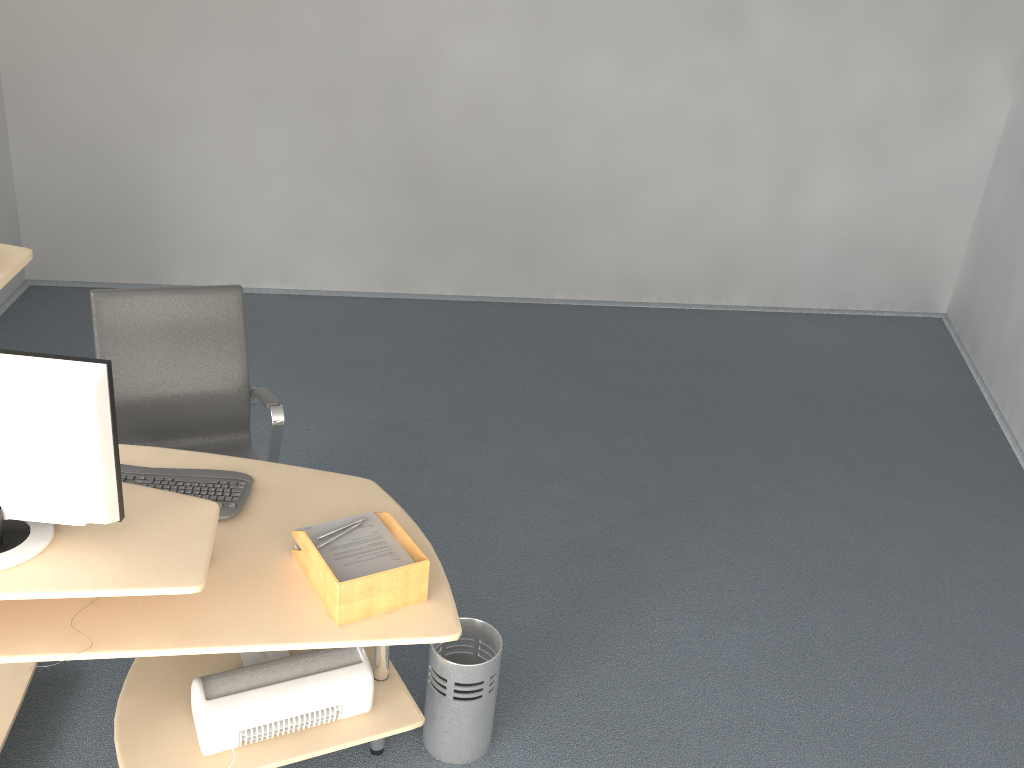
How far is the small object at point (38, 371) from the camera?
1.8 meters

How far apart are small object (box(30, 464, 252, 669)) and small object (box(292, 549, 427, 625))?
0.2 meters

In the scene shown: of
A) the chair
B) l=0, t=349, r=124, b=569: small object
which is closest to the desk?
l=0, t=349, r=124, b=569: small object

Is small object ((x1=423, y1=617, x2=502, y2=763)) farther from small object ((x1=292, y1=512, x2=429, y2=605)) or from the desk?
small object ((x1=292, y1=512, x2=429, y2=605))

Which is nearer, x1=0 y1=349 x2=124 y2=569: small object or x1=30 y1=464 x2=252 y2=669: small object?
x1=0 y1=349 x2=124 y2=569: small object

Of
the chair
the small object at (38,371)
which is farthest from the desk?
the chair

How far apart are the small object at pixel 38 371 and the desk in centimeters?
1cm

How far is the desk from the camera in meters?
1.8

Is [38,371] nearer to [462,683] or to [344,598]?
[344,598]

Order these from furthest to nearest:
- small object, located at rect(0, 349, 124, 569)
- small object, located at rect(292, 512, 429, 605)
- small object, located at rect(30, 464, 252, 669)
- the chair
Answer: the chair
small object, located at rect(30, 464, 252, 669)
small object, located at rect(292, 512, 429, 605)
small object, located at rect(0, 349, 124, 569)
